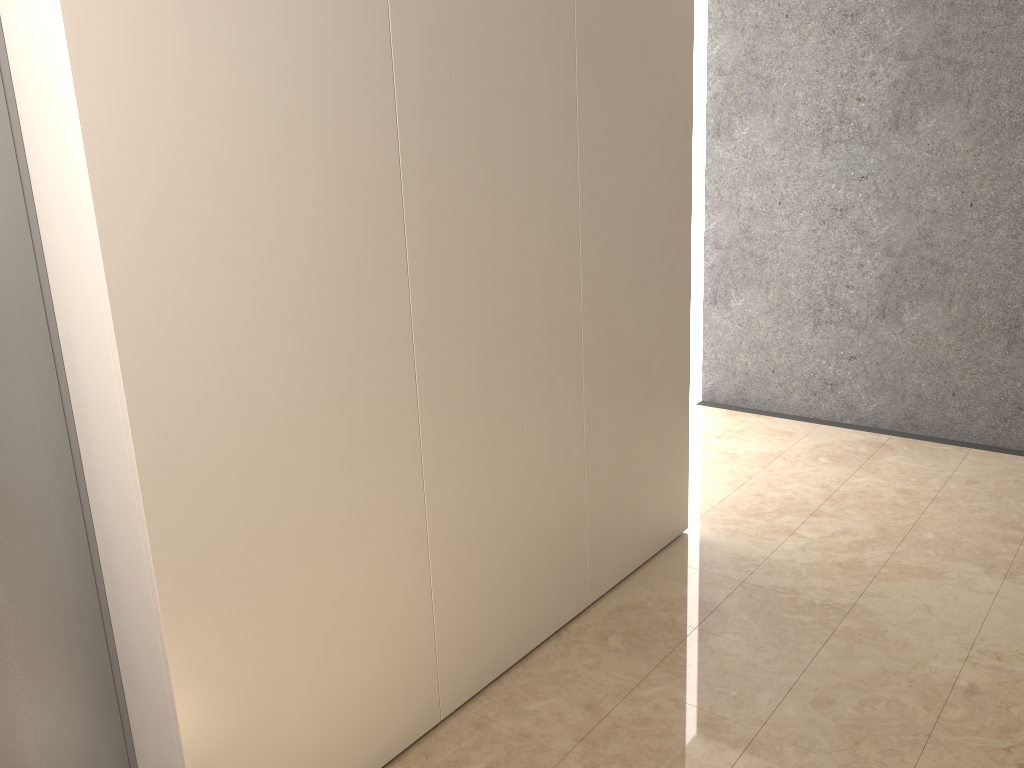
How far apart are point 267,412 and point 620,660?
1.6m
